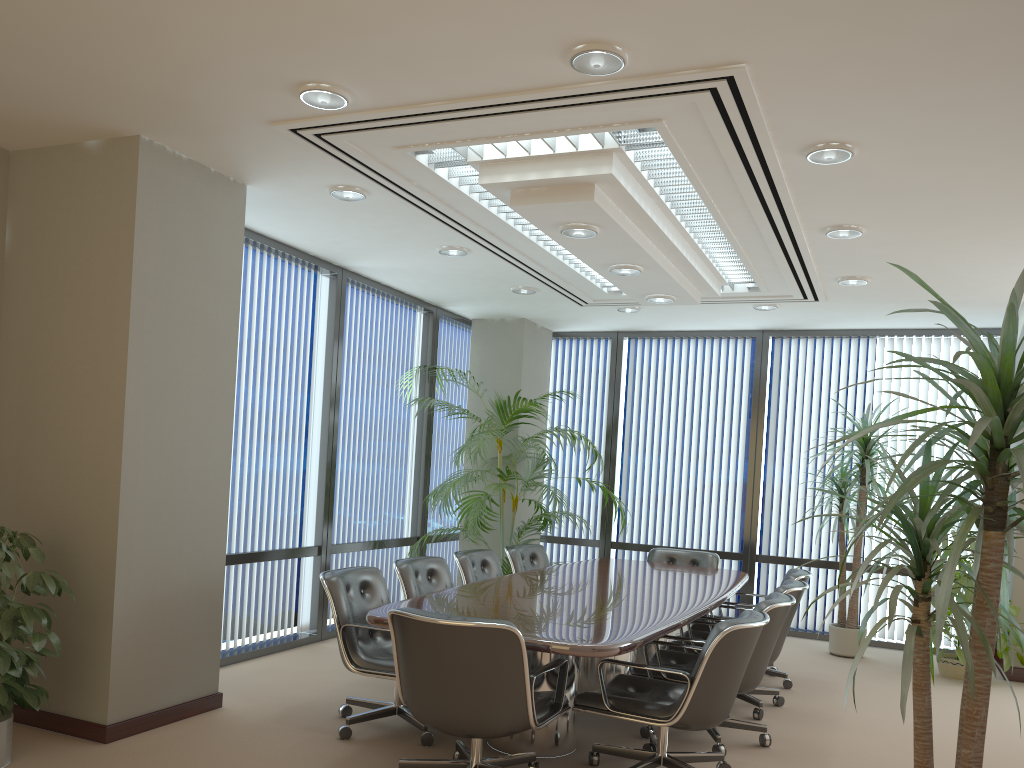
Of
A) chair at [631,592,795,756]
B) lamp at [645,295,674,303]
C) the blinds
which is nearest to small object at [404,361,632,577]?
lamp at [645,295,674,303]

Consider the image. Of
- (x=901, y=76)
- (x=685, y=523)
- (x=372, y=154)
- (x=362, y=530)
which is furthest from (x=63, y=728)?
(x=685, y=523)

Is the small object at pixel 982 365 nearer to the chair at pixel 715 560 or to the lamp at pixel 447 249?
the lamp at pixel 447 249

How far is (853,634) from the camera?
7.6m

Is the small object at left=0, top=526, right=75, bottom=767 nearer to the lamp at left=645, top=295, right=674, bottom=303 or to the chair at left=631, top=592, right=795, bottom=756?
the chair at left=631, top=592, right=795, bottom=756

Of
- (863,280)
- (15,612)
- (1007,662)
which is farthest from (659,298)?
(15,612)

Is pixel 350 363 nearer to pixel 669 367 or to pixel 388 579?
pixel 388 579

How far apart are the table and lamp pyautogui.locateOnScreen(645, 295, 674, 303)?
2.06m

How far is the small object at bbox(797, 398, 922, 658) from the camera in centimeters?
761cm

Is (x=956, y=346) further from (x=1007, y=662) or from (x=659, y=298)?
(x=659, y=298)
